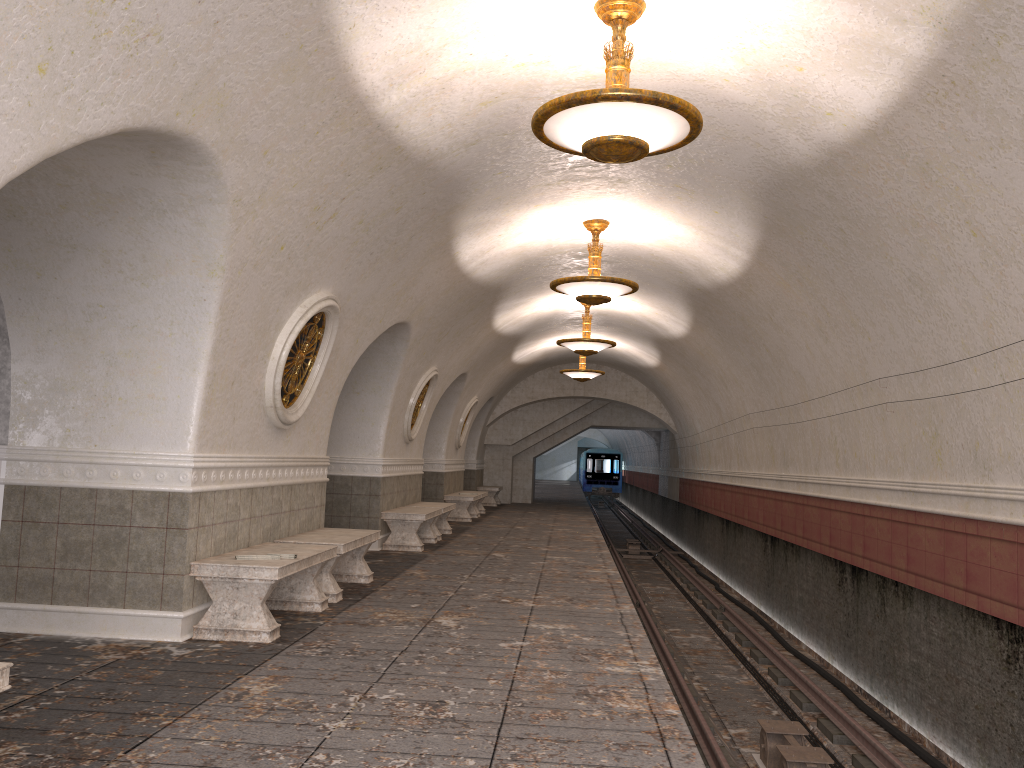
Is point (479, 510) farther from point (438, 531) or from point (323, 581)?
point (323, 581)

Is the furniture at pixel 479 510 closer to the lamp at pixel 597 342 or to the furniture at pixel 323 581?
the lamp at pixel 597 342

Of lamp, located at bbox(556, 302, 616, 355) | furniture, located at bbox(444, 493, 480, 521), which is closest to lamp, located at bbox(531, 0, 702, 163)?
lamp, located at bbox(556, 302, 616, 355)

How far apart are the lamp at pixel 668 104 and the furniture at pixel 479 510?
15.0 meters

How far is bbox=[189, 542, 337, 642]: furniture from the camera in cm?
589

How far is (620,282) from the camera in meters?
9.6

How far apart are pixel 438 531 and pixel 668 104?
9.8m

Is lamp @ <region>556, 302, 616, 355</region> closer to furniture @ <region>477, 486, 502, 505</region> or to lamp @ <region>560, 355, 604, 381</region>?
lamp @ <region>560, 355, 604, 381</region>

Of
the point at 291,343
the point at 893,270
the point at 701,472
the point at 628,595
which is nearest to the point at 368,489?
the point at 628,595

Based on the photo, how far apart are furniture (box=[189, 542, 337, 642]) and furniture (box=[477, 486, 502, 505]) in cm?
1688
